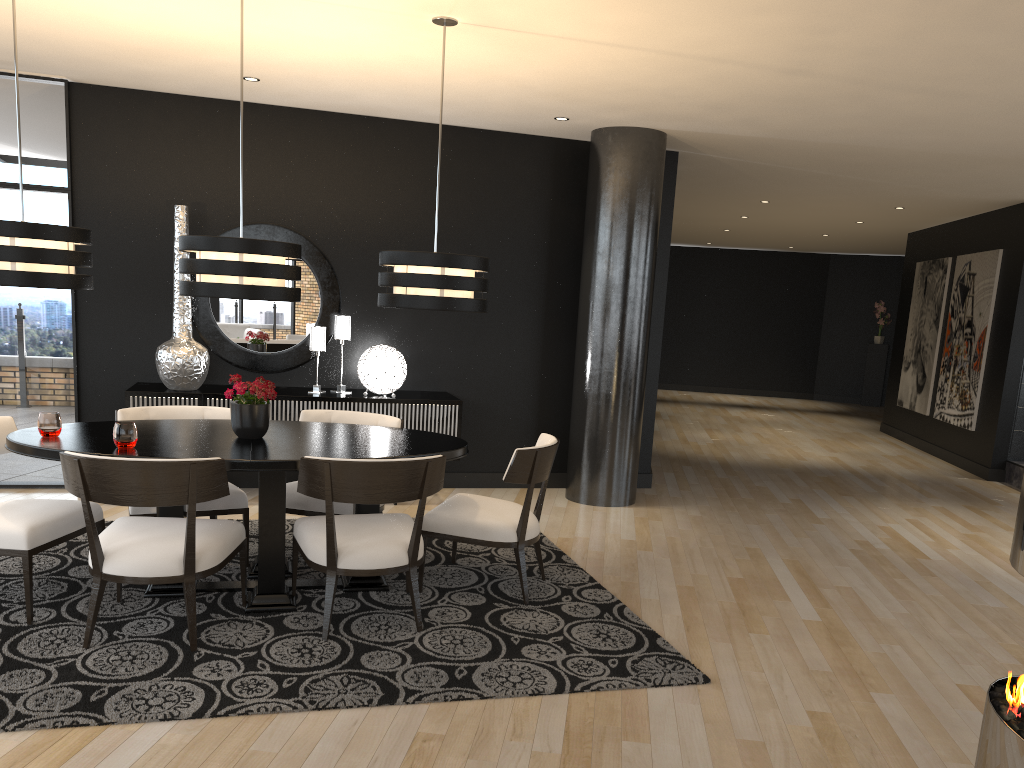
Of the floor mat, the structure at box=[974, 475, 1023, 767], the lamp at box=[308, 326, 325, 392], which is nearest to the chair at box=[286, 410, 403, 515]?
the floor mat

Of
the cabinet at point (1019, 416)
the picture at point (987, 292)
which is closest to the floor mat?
the cabinet at point (1019, 416)

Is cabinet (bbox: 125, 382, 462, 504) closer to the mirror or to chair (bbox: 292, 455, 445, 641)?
the mirror

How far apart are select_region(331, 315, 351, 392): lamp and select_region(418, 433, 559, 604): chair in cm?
205

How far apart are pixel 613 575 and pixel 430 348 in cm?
264

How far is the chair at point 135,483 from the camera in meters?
3.4 m

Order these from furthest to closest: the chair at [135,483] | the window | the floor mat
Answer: the window → the chair at [135,483] → the floor mat

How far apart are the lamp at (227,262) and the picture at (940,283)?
8.9m

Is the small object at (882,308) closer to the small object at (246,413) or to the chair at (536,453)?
the chair at (536,453)

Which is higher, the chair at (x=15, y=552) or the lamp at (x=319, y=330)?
the lamp at (x=319, y=330)
